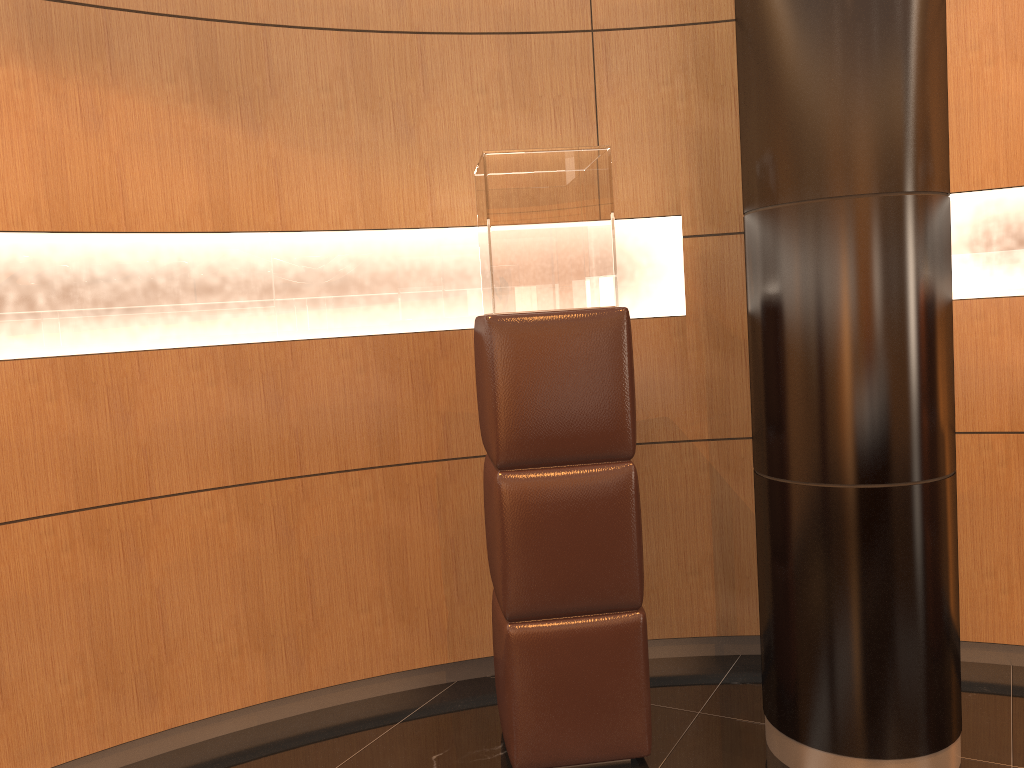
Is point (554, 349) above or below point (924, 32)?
below

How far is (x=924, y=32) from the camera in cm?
252

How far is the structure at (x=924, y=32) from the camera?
2.5m

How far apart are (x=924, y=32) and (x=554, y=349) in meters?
1.4

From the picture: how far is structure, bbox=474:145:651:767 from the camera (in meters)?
2.74

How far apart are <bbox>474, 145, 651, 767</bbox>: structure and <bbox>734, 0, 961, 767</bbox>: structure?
0.4 meters

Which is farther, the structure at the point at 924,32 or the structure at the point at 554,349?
the structure at the point at 554,349

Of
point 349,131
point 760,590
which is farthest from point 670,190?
point 760,590

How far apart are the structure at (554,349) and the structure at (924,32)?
0.4 meters

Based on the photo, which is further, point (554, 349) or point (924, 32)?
point (554, 349)
